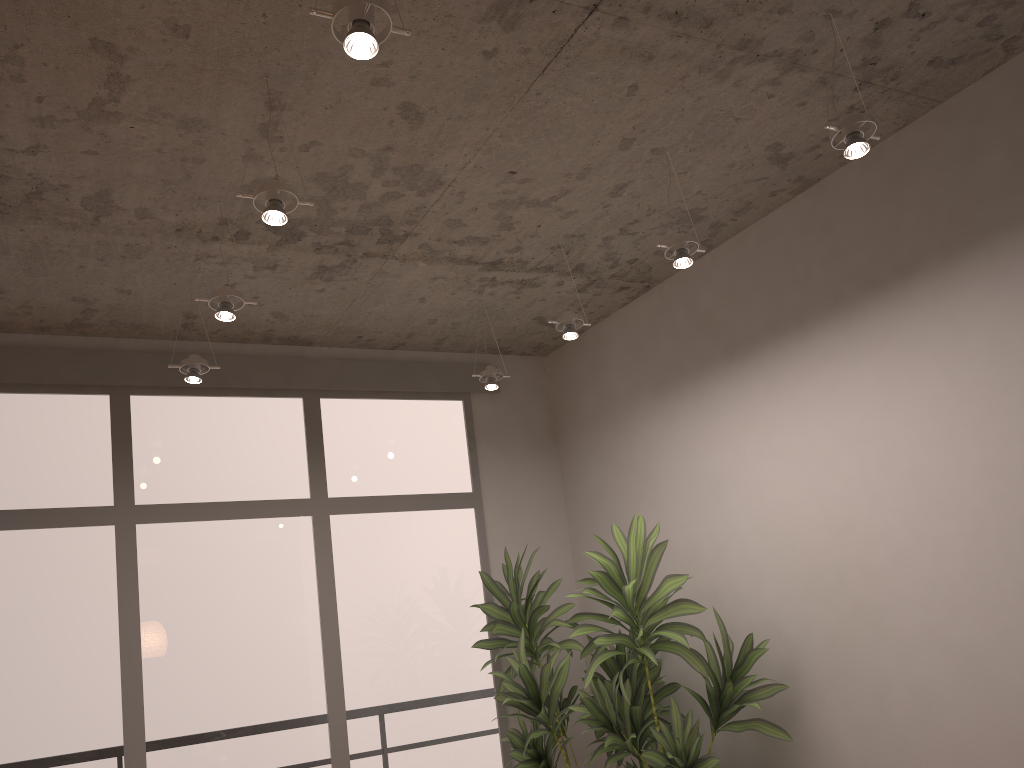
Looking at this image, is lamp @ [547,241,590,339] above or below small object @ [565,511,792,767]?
above

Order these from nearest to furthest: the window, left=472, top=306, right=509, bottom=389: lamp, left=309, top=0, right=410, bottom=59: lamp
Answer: left=309, top=0, right=410, bottom=59: lamp
the window
left=472, top=306, right=509, bottom=389: lamp

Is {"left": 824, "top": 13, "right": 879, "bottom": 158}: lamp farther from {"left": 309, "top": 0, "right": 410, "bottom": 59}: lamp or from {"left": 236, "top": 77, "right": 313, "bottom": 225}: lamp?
{"left": 236, "top": 77, "right": 313, "bottom": 225}: lamp

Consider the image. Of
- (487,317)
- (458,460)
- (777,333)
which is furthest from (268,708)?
(777,333)

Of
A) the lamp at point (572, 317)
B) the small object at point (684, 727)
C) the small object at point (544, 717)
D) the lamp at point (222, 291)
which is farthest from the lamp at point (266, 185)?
the small object at point (544, 717)

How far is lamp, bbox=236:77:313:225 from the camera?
2.6 meters

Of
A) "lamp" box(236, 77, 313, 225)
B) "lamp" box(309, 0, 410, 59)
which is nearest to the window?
"lamp" box(236, 77, 313, 225)

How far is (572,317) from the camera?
4.0 meters

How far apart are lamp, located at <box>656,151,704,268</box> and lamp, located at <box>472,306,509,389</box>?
1.5m

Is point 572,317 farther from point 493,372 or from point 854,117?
point 854,117
